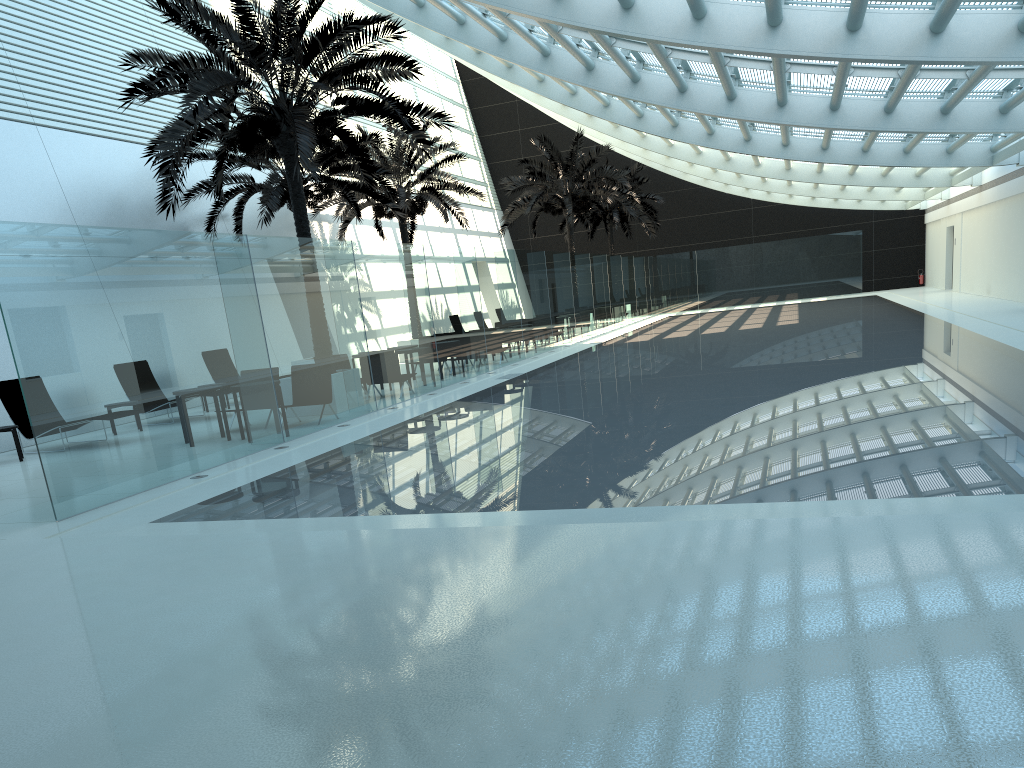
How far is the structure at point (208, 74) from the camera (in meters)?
13.02

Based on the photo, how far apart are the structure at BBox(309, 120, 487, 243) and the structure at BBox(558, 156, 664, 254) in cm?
1236

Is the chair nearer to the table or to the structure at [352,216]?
the table

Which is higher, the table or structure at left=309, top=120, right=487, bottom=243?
structure at left=309, top=120, right=487, bottom=243

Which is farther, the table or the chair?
the chair

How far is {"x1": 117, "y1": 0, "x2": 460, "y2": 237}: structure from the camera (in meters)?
13.02

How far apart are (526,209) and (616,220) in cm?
867

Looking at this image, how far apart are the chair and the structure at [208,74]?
3.7 meters

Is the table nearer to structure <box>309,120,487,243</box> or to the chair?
the chair

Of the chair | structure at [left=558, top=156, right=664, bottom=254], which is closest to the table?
the chair
